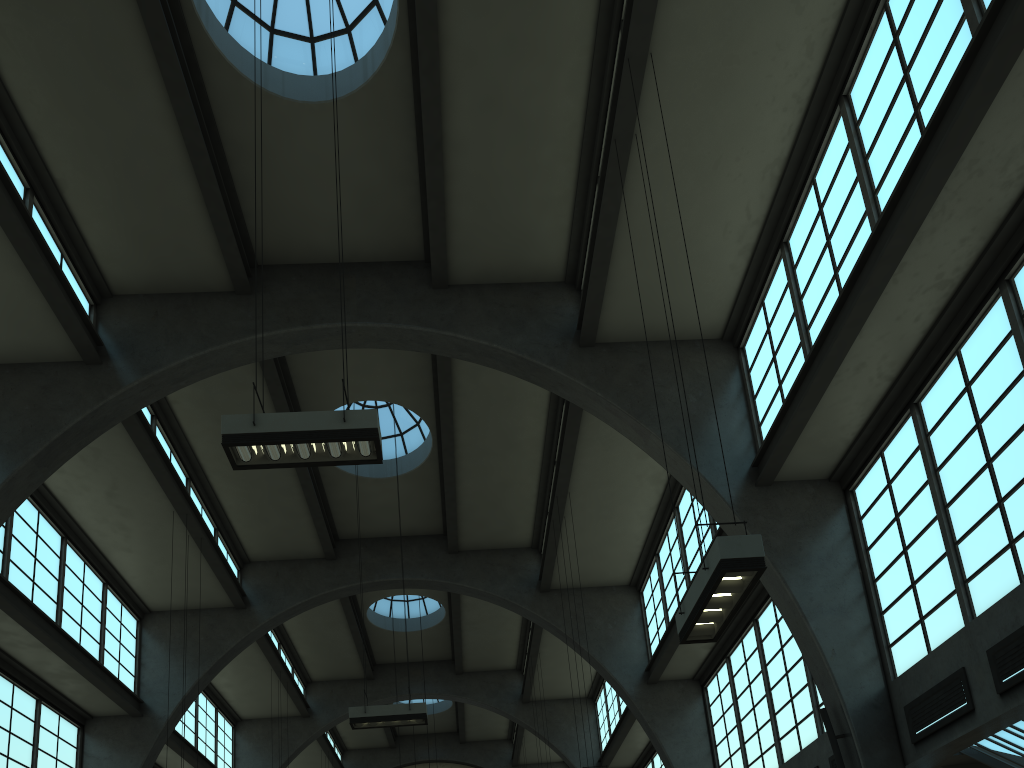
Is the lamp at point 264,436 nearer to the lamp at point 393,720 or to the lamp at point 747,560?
the lamp at point 747,560

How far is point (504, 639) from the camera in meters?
25.5

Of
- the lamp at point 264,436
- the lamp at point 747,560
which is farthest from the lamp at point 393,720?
the lamp at point 747,560

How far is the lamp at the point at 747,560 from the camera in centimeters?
702cm

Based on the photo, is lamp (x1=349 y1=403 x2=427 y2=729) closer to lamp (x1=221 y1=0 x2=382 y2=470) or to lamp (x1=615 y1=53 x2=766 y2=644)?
lamp (x1=221 y1=0 x2=382 y2=470)

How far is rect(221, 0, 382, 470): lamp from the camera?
8.3m

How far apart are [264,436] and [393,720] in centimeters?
795cm

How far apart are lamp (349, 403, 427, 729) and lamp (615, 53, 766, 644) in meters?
7.9

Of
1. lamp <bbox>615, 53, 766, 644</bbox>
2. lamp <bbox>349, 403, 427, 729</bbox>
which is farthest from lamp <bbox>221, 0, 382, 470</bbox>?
lamp <bbox>349, 403, 427, 729</bbox>

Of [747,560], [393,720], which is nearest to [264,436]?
[747,560]
